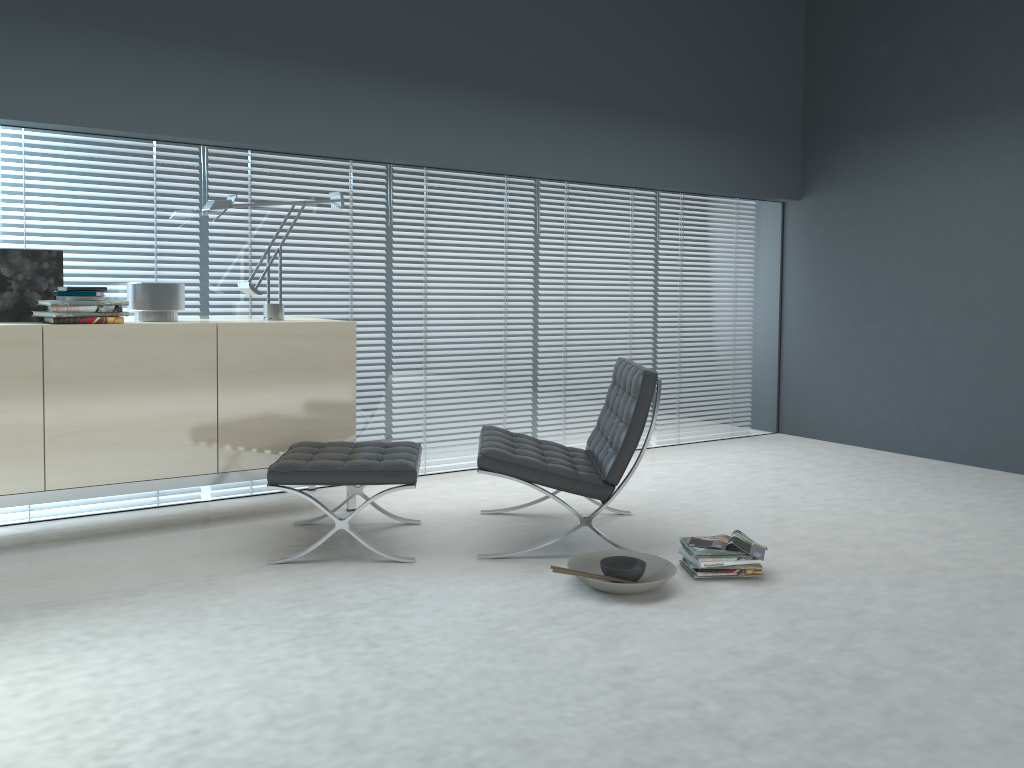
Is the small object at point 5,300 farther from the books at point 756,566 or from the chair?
the books at point 756,566

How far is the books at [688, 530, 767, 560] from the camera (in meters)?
3.25

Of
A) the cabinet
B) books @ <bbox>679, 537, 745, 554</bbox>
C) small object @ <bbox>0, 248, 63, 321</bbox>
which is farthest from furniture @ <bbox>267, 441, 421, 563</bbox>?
small object @ <bbox>0, 248, 63, 321</bbox>

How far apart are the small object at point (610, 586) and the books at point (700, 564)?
0.1 meters

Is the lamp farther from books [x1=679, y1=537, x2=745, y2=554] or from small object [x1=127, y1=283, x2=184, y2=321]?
books [x1=679, y1=537, x2=745, y2=554]

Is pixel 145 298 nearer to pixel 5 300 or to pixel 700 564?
pixel 5 300

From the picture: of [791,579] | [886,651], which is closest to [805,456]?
[791,579]

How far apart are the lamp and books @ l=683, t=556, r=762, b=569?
2.2m

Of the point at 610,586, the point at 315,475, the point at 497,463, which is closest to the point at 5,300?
the point at 315,475

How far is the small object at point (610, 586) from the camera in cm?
302
